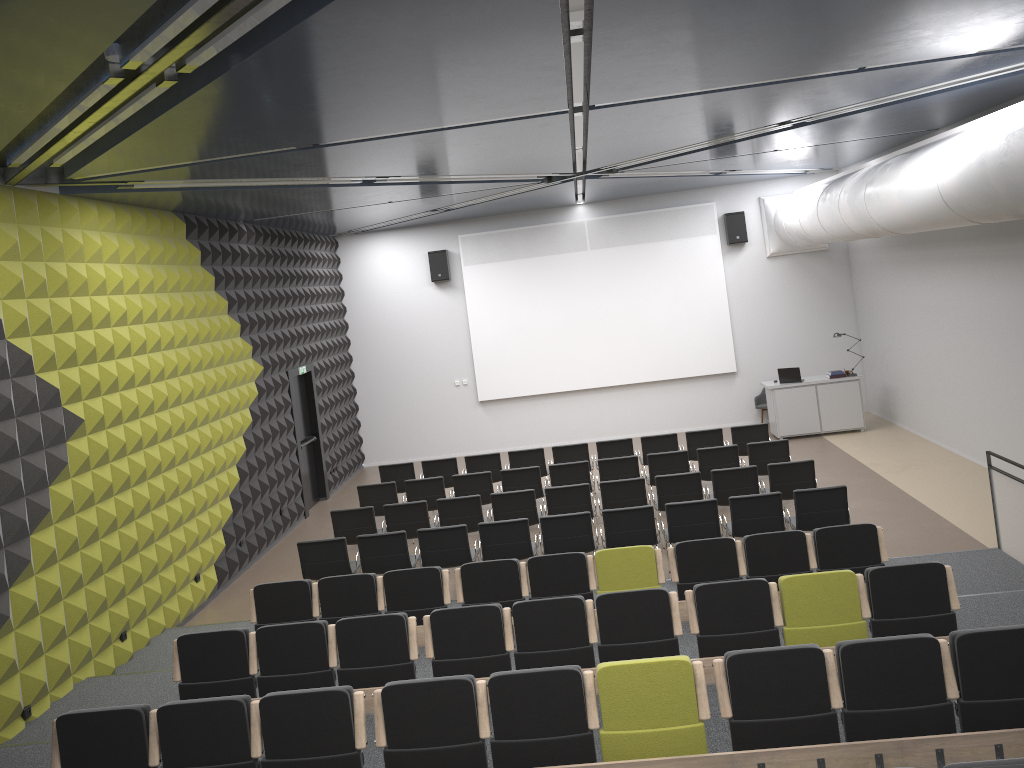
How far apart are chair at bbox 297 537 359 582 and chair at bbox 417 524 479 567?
0.8m

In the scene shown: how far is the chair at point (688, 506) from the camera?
9.51m

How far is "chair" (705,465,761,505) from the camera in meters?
10.7 m

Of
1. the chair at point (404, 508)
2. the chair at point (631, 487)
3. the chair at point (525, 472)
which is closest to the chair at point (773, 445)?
the chair at point (631, 487)

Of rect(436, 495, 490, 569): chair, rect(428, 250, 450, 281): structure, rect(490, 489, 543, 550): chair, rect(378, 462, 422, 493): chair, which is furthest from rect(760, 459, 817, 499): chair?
rect(428, 250, 450, 281): structure

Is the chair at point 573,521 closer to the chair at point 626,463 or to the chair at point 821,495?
the chair at point 821,495

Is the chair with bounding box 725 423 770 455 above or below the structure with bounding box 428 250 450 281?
below

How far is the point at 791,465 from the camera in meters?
10.7 m

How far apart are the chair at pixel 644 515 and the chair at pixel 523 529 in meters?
0.8 m

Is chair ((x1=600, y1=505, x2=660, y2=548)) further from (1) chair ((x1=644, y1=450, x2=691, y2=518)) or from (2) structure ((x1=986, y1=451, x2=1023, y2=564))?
(2) structure ((x1=986, y1=451, x2=1023, y2=564))
